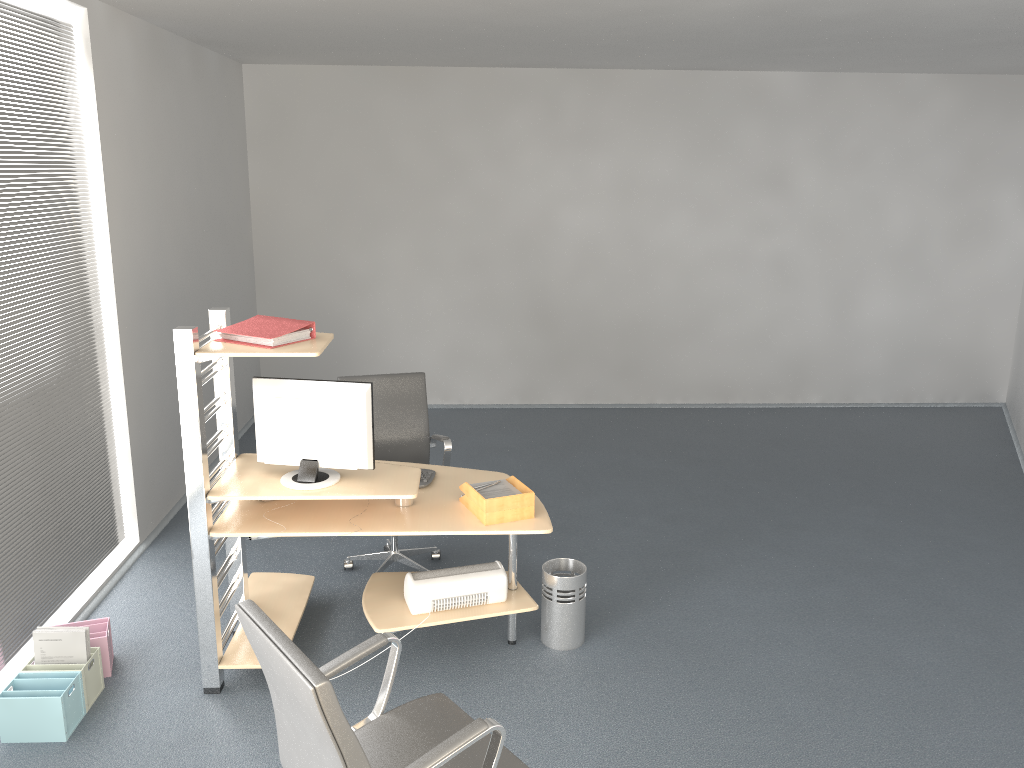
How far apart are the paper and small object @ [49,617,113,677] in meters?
1.7

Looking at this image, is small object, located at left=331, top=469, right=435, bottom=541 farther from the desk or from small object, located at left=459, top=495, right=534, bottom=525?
small object, located at left=459, top=495, right=534, bottom=525

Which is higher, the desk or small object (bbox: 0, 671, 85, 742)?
the desk

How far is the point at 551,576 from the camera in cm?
405

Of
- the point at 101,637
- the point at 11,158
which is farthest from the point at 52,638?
the point at 11,158

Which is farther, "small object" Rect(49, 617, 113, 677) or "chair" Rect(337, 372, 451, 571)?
"chair" Rect(337, 372, 451, 571)

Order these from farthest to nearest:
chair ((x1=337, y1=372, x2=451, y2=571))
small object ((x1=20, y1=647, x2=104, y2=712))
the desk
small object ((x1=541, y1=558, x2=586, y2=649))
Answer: chair ((x1=337, y1=372, x2=451, y2=571)), small object ((x1=541, y1=558, x2=586, y2=649)), small object ((x1=20, y1=647, x2=104, y2=712)), the desk

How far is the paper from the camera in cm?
383

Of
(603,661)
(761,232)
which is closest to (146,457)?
(603,661)

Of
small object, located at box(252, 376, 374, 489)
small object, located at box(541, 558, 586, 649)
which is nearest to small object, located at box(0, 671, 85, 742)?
small object, located at box(252, 376, 374, 489)
